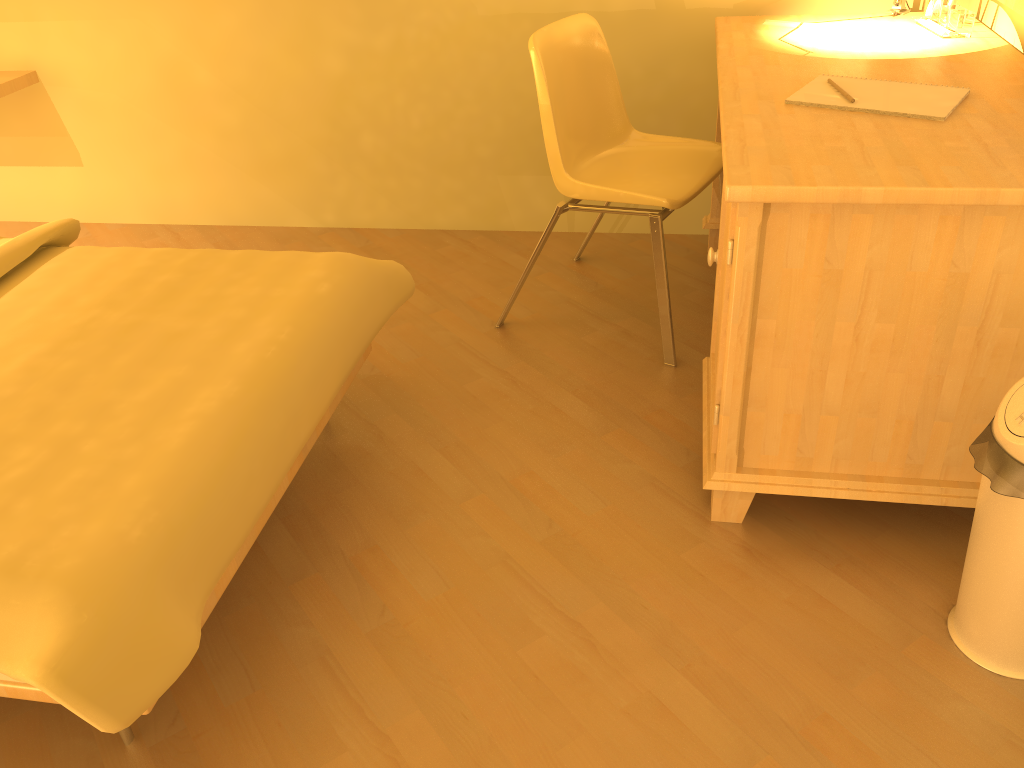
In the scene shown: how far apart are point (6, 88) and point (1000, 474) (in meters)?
3.19

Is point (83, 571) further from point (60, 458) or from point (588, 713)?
point (588, 713)

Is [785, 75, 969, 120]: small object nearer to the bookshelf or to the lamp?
the lamp

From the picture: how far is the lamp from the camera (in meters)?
2.44

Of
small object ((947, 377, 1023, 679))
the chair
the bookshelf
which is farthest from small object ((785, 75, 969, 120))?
the bookshelf

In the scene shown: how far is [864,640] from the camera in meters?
1.5

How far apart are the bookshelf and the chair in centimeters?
193cm

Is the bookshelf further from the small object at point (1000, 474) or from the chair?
the small object at point (1000, 474)

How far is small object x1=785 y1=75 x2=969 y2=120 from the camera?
1.67m

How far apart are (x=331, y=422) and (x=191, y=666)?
0.75m
